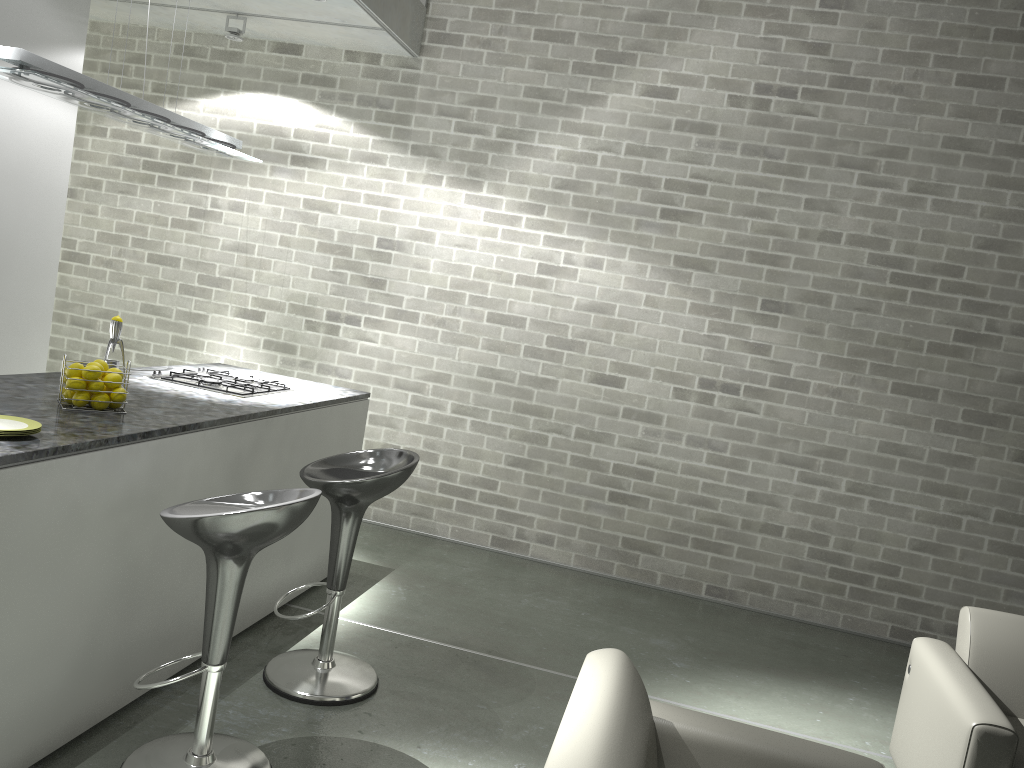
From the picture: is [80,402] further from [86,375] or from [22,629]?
[22,629]

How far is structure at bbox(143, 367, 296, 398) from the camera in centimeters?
388cm

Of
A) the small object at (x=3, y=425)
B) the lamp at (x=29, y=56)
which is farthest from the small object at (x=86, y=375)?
the lamp at (x=29, y=56)

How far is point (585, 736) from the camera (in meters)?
1.85

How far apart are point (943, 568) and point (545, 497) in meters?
2.3 m

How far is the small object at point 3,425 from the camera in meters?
2.5

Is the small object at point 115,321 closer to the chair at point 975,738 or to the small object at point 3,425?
the small object at point 3,425

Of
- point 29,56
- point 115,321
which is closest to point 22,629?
point 115,321

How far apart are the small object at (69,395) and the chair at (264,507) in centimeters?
68cm

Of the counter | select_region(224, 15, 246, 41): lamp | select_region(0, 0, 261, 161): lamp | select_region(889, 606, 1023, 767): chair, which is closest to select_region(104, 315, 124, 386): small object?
the counter
